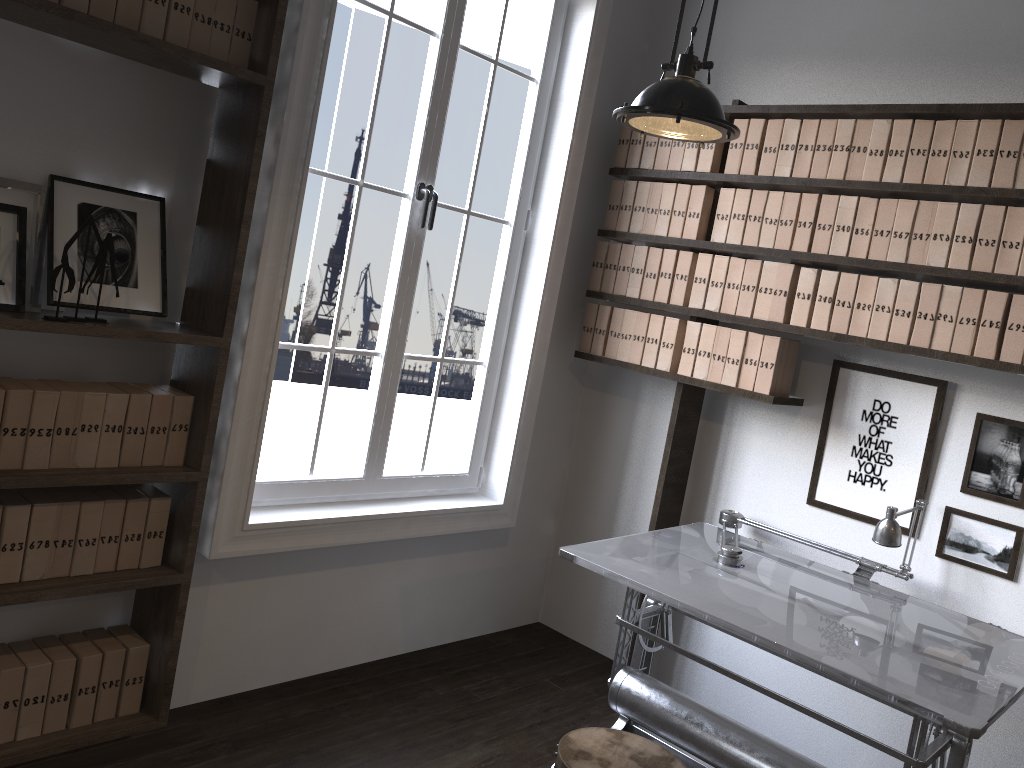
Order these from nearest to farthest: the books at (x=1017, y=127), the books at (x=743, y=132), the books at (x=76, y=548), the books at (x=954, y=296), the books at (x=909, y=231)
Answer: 1. the books at (x=76, y=548)
2. the books at (x=1017, y=127)
3. the books at (x=954, y=296)
4. the books at (x=909, y=231)
5. the books at (x=743, y=132)

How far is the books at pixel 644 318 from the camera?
3.72m

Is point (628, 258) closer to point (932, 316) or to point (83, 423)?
point (932, 316)

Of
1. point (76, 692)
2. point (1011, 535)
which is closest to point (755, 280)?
point (1011, 535)

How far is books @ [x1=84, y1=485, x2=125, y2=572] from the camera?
2.65m

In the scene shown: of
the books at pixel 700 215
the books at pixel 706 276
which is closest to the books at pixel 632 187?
the books at pixel 700 215

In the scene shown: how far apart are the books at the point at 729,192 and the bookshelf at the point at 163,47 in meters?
1.8

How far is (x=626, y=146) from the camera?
3.82m

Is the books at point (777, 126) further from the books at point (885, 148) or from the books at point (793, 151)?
the books at point (885, 148)

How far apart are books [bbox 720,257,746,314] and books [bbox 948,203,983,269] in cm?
76
